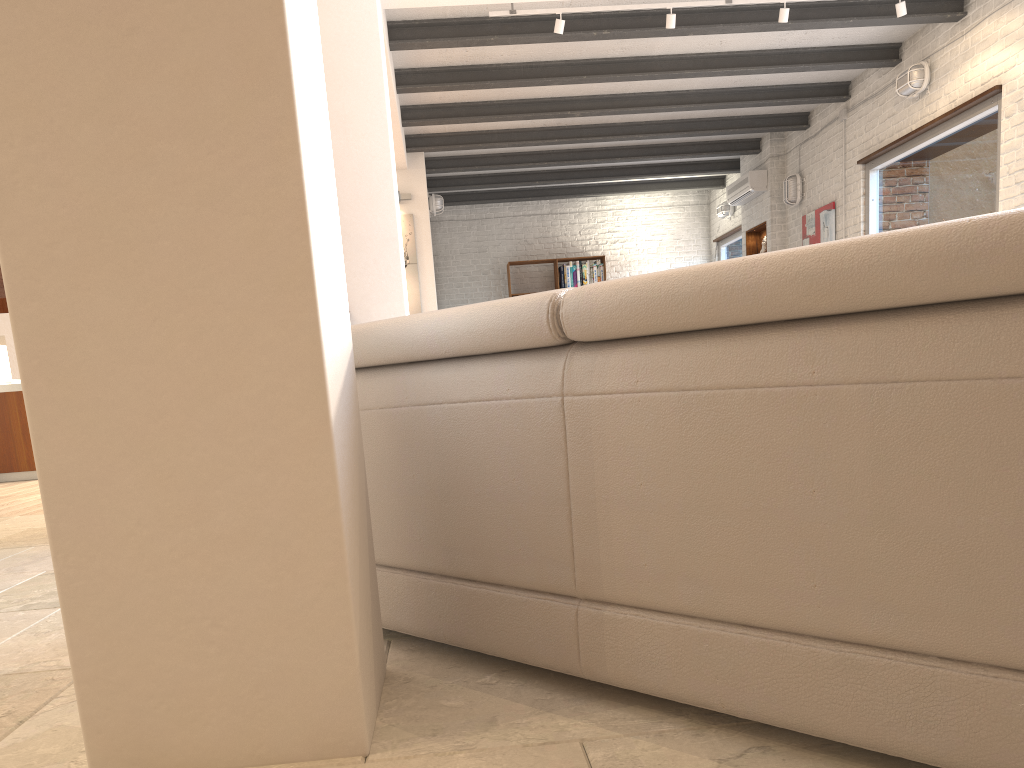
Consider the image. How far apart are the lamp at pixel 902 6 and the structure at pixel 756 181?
4.02m

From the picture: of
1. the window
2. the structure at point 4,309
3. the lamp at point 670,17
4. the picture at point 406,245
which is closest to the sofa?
the structure at point 4,309

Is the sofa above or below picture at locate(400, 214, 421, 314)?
below

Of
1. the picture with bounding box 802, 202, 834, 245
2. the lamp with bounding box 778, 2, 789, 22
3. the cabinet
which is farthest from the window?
the cabinet

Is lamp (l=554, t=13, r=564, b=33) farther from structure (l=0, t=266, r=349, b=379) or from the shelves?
the shelves

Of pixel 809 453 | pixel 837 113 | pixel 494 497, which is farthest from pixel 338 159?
pixel 837 113

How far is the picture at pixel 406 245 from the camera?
9.2 meters

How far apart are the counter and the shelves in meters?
8.1 m

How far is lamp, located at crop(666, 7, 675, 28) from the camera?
6.0m

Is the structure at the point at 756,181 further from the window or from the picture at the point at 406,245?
the picture at the point at 406,245
